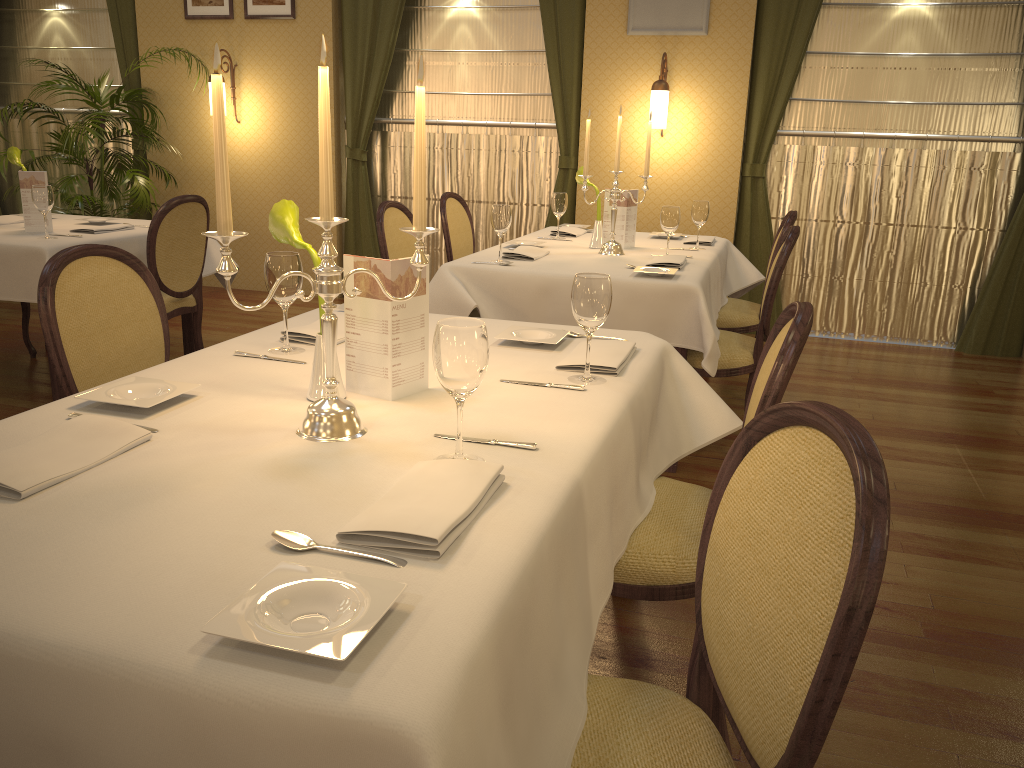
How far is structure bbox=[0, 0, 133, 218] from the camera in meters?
7.1 m

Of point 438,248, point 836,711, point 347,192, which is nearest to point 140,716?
point 836,711

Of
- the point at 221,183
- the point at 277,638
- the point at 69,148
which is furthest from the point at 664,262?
the point at 69,148

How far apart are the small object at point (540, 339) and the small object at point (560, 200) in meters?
2.3

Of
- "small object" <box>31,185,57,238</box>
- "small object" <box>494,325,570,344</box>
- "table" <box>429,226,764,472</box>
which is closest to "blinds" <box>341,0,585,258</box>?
"table" <box>429,226,764,472</box>

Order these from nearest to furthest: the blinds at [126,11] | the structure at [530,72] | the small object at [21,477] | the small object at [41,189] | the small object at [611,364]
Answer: the small object at [21,477] → the small object at [611,364] → the small object at [41,189] → the structure at [530,72] → the blinds at [126,11]

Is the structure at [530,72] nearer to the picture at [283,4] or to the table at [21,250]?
the picture at [283,4]

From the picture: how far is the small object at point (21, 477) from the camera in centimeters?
125cm

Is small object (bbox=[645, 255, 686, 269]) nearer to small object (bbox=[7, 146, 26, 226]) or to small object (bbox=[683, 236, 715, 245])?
small object (bbox=[683, 236, 715, 245])

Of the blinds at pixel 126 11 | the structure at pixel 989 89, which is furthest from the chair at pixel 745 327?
the blinds at pixel 126 11
